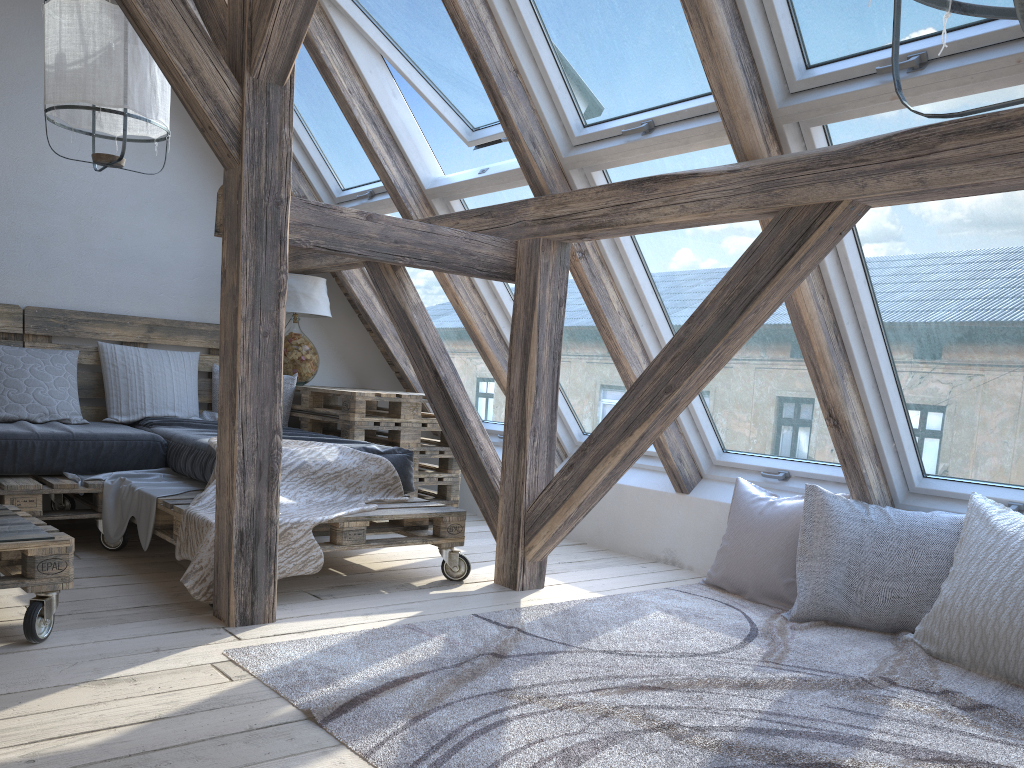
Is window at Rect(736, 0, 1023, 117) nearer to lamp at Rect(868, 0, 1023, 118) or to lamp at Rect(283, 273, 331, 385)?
lamp at Rect(868, 0, 1023, 118)

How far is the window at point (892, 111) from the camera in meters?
2.5 m

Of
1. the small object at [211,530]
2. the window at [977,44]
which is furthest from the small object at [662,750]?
the window at [977,44]

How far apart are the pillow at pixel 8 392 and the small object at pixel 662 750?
2.16m

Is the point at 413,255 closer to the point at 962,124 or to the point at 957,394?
the point at 962,124

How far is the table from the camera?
4.2m

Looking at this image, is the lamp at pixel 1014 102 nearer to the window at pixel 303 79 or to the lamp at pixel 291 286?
the window at pixel 303 79

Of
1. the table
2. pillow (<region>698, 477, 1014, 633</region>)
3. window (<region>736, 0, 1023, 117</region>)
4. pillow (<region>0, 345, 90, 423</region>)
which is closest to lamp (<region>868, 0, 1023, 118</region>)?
window (<region>736, 0, 1023, 117</region>)

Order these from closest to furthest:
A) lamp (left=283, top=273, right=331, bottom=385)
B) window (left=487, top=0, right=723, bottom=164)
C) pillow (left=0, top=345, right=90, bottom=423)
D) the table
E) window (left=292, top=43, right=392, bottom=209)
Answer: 1. window (left=487, top=0, right=723, bottom=164)
2. pillow (left=0, top=345, right=90, bottom=423)
3. the table
4. window (left=292, top=43, right=392, bottom=209)
5. lamp (left=283, top=273, right=331, bottom=385)

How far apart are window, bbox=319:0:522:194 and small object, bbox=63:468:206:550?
1.6m
